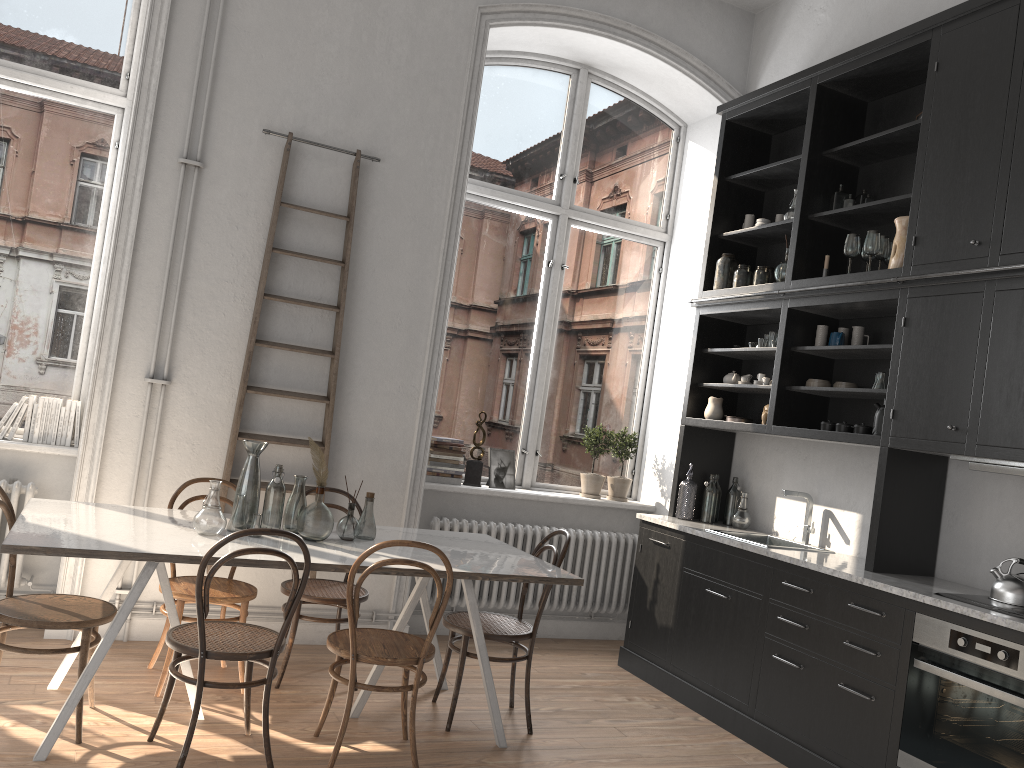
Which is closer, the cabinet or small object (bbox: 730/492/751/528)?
the cabinet

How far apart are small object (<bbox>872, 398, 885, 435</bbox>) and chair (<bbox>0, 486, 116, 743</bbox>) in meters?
3.5 m

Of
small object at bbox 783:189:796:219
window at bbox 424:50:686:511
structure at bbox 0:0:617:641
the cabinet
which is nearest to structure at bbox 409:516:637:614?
window at bbox 424:50:686:511

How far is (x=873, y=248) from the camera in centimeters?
442cm

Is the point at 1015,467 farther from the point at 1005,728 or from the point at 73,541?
the point at 73,541

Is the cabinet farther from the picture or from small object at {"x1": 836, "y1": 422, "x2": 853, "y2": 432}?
the picture

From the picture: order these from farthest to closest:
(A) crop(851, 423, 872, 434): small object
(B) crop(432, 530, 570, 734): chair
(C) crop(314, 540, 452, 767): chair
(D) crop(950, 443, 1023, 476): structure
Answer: (A) crop(851, 423, 872, 434): small object
(B) crop(432, 530, 570, 734): chair
(D) crop(950, 443, 1023, 476): structure
(C) crop(314, 540, 452, 767): chair

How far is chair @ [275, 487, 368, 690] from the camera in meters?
4.2

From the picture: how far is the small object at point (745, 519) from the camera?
5.32m

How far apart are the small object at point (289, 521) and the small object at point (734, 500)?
2.8m
